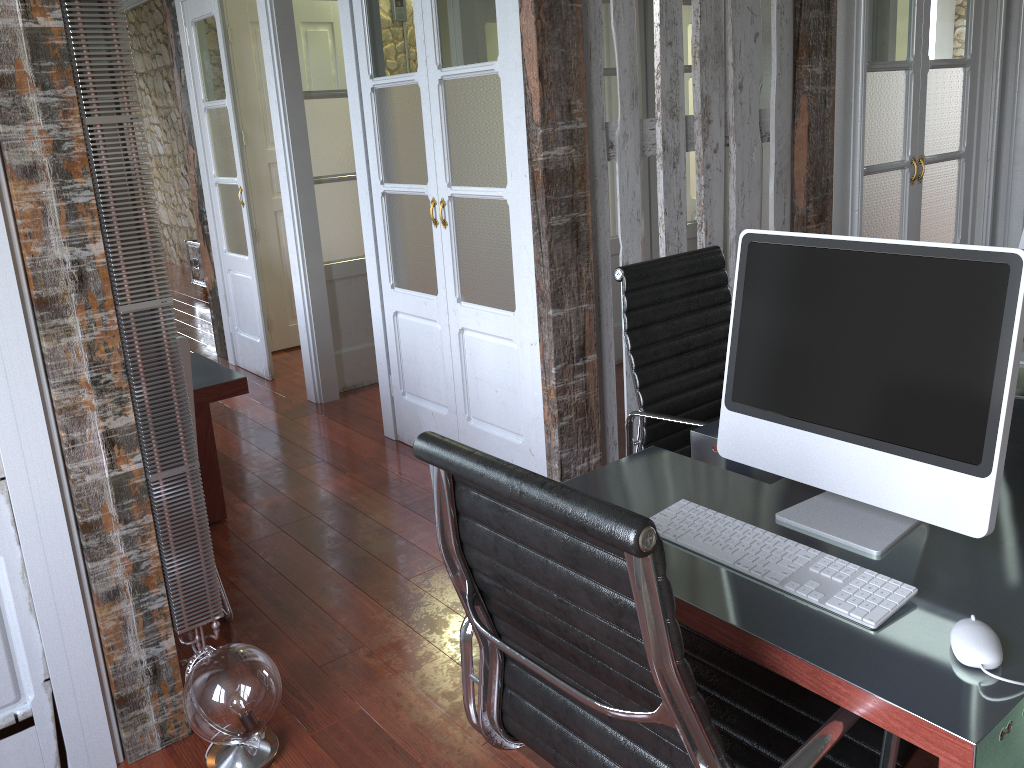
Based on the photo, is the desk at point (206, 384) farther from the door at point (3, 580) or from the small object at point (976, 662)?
the small object at point (976, 662)

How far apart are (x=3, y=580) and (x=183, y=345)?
0.7m

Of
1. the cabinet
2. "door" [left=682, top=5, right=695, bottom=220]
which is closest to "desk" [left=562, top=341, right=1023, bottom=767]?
"door" [left=682, top=5, right=695, bottom=220]

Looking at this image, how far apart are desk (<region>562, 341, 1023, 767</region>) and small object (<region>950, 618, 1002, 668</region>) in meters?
0.0 m

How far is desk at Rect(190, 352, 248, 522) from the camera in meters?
2.9

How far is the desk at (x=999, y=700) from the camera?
1.06m

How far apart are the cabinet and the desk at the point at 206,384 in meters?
4.9

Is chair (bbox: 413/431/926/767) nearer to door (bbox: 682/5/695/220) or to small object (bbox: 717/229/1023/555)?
small object (bbox: 717/229/1023/555)

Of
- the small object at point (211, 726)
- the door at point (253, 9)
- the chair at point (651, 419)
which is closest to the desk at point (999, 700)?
the chair at point (651, 419)

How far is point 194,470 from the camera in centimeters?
209cm
